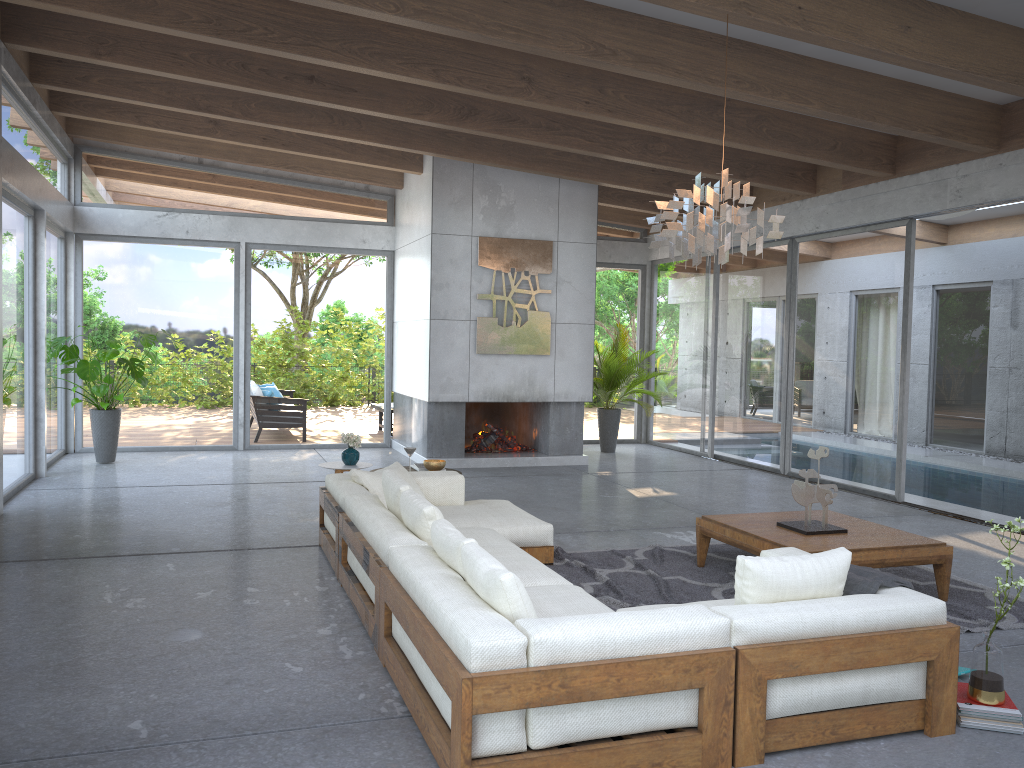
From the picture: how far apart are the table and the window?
3.04m

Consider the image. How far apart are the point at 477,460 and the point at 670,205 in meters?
5.9

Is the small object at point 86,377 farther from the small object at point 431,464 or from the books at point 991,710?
the books at point 991,710

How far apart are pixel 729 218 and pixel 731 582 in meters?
2.2 m

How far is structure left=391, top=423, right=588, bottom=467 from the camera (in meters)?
10.34

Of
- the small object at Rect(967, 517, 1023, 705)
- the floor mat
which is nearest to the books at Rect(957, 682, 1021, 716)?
the small object at Rect(967, 517, 1023, 705)

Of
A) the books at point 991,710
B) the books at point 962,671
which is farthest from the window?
the books at point 991,710

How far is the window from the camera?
8.8m

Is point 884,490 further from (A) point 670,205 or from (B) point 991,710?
(B) point 991,710

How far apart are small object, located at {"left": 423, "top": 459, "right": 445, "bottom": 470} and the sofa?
0.44m
